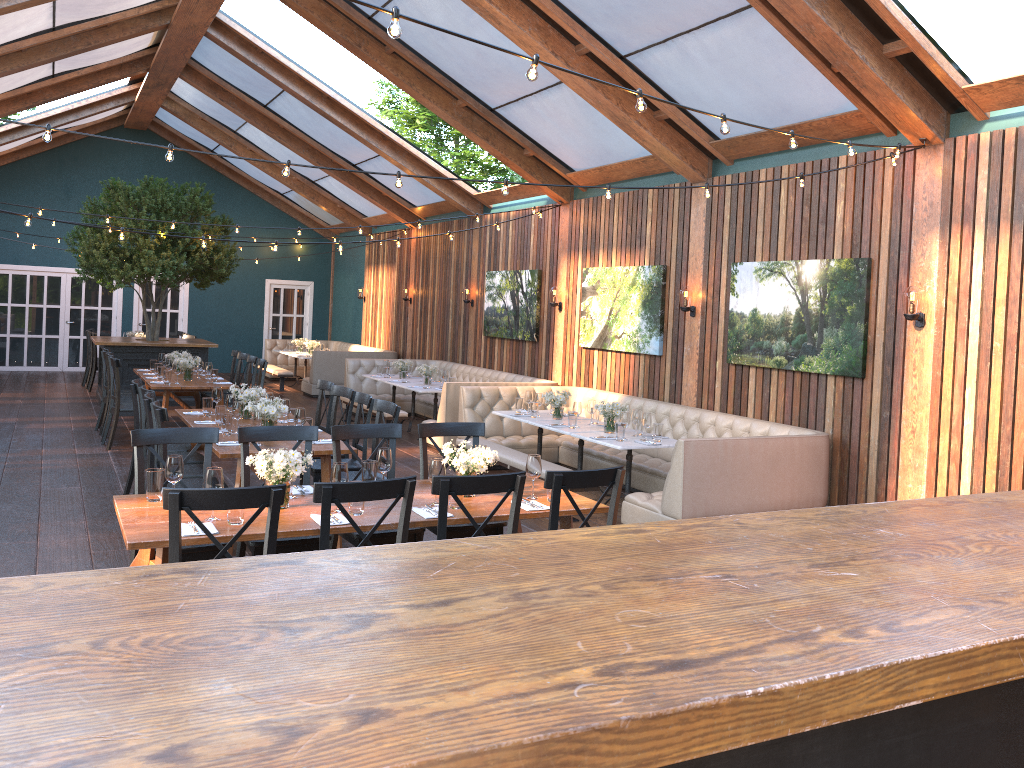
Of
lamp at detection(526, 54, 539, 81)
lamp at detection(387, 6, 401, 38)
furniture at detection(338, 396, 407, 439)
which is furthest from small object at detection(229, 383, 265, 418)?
lamp at detection(387, 6, 401, 38)

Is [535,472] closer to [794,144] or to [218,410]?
[794,144]

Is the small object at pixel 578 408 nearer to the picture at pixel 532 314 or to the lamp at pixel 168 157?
the picture at pixel 532 314

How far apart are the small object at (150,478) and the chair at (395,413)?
2.3m

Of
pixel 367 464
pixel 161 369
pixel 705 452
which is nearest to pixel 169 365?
pixel 161 369

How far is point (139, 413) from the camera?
7.75m

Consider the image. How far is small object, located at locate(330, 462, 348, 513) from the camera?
4.42m

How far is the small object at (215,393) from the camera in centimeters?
778cm

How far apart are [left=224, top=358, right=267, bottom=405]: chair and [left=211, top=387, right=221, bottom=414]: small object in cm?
286

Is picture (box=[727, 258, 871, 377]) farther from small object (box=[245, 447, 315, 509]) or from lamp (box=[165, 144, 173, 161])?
lamp (box=[165, 144, 173, 161])
